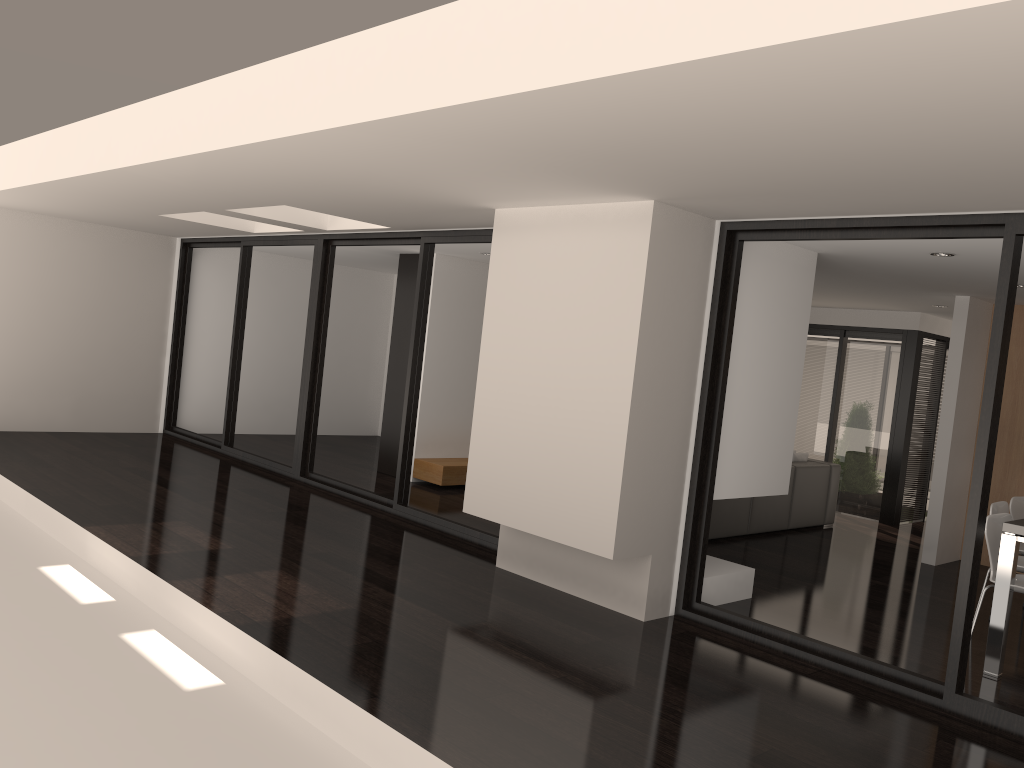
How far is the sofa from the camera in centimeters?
798cm

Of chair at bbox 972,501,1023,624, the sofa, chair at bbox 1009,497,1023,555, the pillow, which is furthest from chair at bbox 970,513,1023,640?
the pillow

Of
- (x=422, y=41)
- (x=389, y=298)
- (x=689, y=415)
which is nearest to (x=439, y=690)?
(x=689, y=415)

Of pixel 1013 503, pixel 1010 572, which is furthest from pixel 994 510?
pixel 1010 572

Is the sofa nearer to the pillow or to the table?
the pillow

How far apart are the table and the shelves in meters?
5.3

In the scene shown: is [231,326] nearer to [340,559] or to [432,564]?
[340,559]

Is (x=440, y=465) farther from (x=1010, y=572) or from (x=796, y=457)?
(x=1010, y=572)

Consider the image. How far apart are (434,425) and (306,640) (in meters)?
5.23

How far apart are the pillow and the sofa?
→ 0.12m
